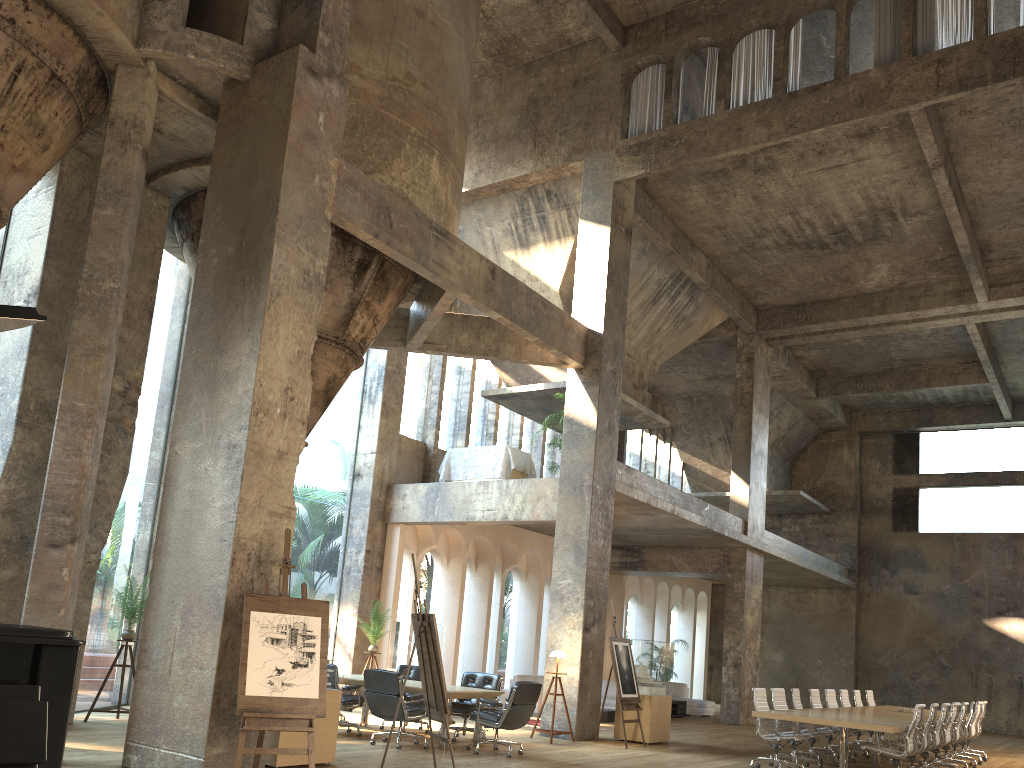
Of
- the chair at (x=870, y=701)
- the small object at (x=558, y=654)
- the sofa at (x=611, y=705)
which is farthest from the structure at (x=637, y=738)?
the chair at (x=870, y=701)

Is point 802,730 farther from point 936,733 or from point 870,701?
point 870,701

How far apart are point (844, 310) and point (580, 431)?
8.83m

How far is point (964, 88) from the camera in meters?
11.7

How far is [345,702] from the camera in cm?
1057

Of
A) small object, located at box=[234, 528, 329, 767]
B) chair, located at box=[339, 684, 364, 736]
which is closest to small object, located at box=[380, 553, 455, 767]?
small object, located at box=[234, 528, 329, 767]

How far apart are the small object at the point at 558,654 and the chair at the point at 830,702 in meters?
4.6

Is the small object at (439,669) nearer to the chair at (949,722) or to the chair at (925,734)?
the chair at (925,734)

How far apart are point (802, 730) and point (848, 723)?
2.6 meters

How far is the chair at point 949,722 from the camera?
11.98m
